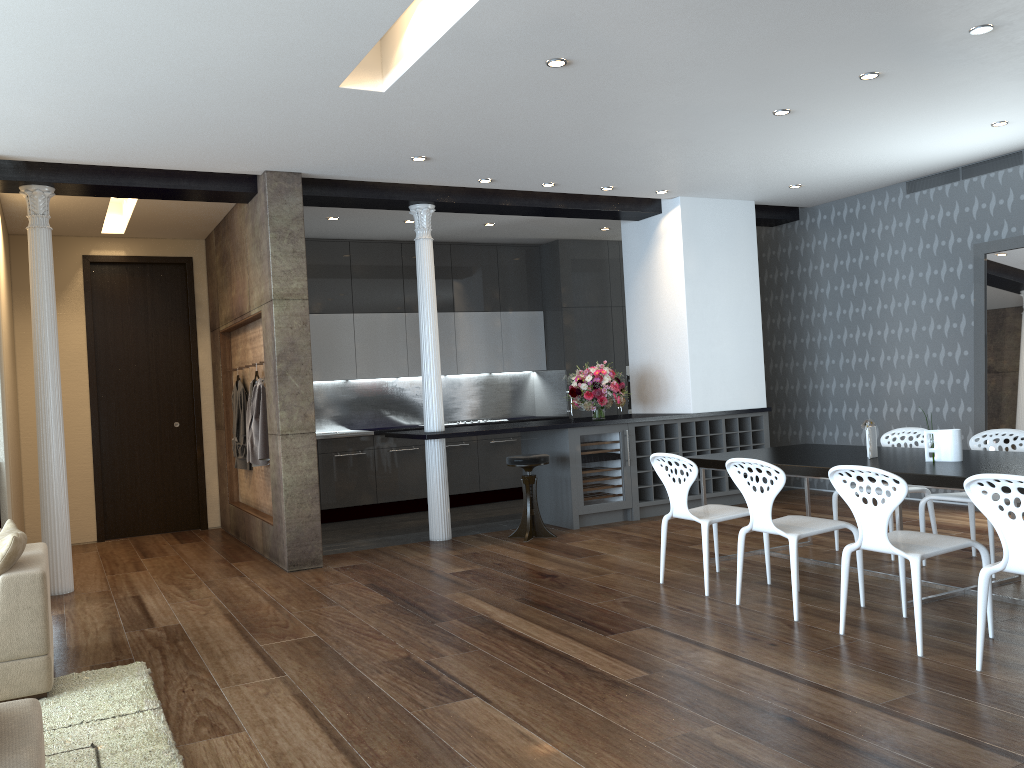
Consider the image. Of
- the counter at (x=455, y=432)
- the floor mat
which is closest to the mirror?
the counter at (x=455, y=432)

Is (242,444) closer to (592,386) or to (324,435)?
(324,435)

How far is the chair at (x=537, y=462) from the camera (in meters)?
7.35

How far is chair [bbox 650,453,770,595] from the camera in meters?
5.2

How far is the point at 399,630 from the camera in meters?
4.8 m

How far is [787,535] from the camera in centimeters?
459cm

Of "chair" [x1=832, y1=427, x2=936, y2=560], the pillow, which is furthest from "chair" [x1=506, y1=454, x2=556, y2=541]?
the pillow

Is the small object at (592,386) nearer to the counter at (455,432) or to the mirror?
the counter at (455,432)

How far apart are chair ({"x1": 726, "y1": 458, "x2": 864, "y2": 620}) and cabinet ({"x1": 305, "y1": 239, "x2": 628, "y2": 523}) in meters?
5.1

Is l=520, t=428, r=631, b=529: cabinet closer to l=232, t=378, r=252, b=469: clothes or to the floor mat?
l=232, t=378, r=252, b=469: clothes
